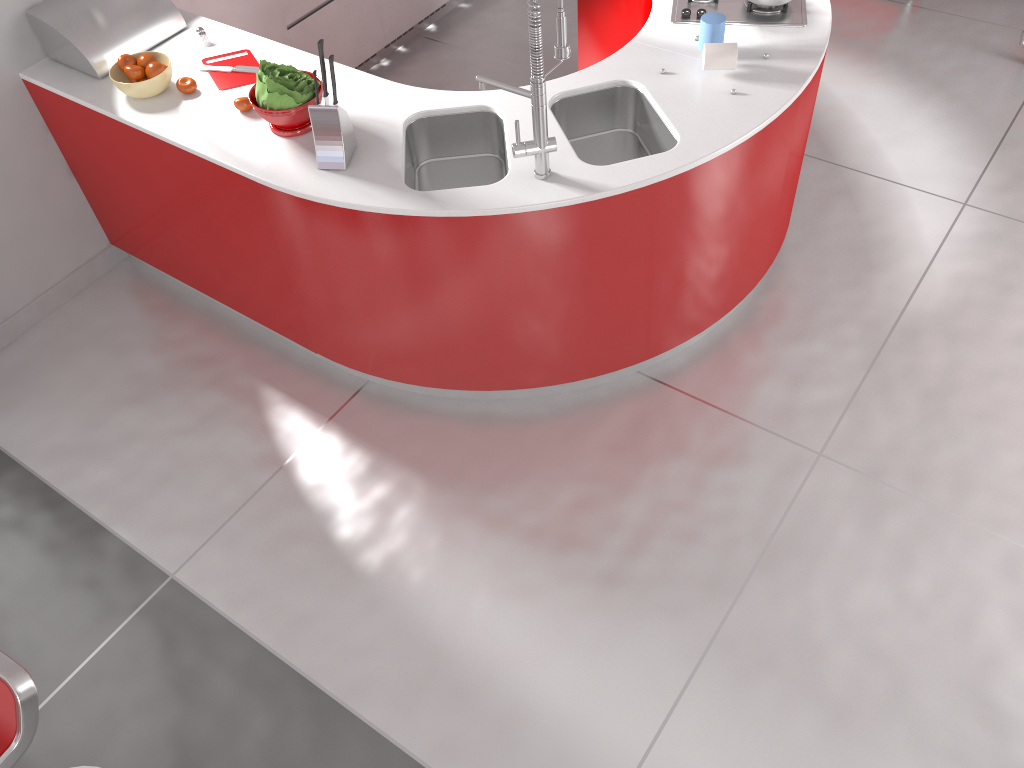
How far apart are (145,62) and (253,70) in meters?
0.3 m

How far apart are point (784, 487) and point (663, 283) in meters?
0.8 m

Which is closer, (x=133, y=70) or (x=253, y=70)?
(x=133, y=70)

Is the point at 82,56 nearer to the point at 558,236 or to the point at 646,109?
the point at 558,236

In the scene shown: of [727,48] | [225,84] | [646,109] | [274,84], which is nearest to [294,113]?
[274,84]

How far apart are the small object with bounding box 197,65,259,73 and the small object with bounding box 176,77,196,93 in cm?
18

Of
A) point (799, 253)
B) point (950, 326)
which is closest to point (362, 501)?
point (799, 253)

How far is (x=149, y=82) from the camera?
2.9 meters

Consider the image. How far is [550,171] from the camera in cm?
254

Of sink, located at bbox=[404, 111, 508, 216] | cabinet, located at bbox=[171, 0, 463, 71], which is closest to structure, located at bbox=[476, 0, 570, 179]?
sink, located at bbox=[404, 111, 508, 216]
